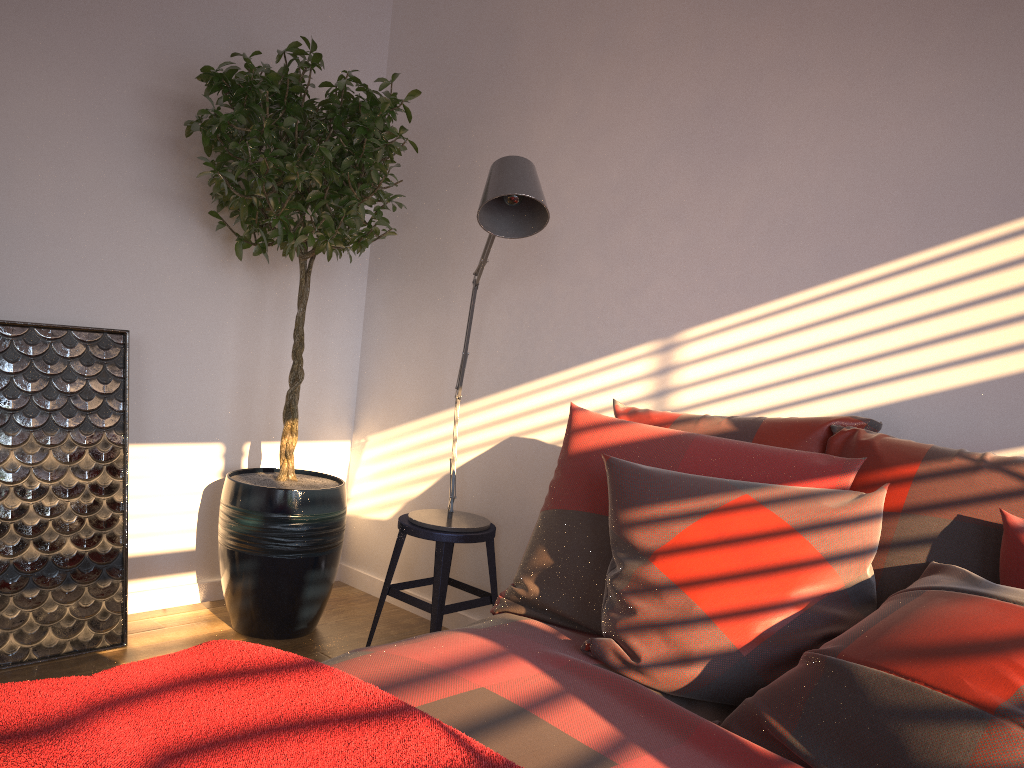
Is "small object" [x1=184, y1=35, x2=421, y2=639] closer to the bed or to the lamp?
the lamp

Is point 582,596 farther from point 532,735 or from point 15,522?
point 15,522

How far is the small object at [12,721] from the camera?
1.0 meters

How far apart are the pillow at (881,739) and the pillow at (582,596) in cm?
3

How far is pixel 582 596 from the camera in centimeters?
196cm

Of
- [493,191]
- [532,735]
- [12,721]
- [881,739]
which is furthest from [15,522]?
[881,739]

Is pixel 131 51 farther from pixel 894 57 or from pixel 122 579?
pixel 894 57

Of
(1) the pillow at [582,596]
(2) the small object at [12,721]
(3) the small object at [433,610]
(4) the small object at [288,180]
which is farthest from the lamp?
(2) the small object at [12,721]

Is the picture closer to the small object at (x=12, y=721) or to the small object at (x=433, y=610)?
the small object at (x=433, y=610)

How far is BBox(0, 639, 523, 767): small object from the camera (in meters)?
1.01
